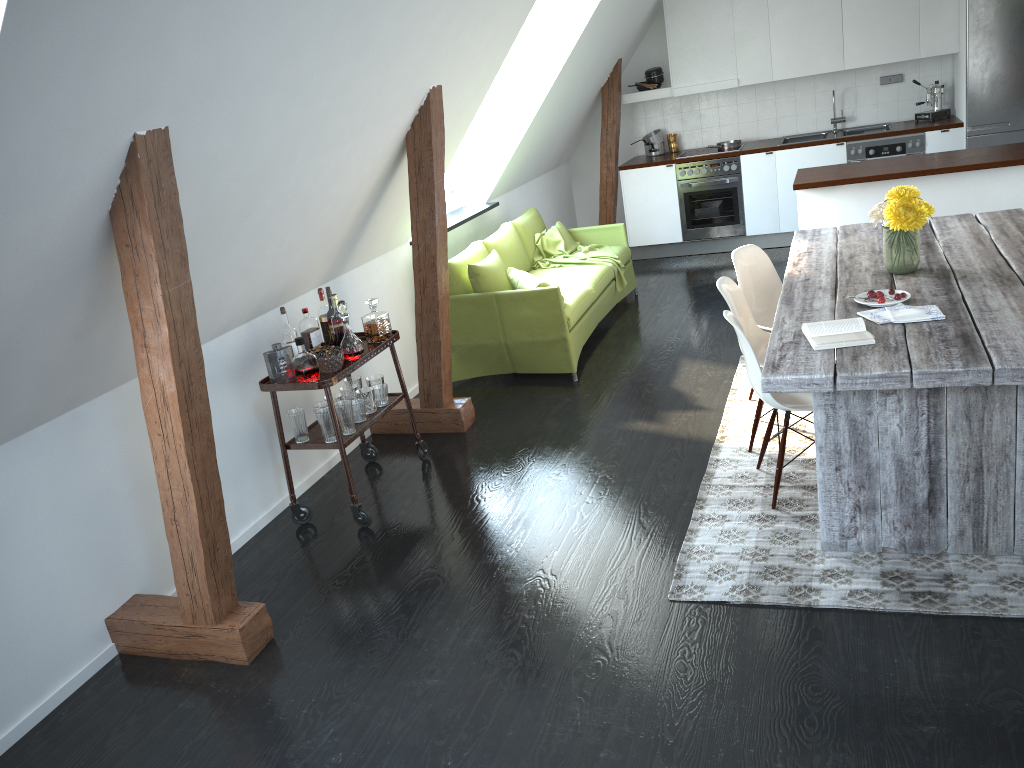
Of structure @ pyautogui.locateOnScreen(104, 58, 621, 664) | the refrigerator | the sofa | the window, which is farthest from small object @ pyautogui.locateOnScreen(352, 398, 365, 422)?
the refrigerator

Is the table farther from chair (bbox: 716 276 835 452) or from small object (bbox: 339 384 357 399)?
small object (bbox: 339 384 357 399)

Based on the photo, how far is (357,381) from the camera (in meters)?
4.57

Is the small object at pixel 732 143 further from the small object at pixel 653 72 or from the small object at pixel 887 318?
the small object at pixel 887 318

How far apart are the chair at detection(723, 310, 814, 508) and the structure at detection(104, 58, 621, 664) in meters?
1.7 m

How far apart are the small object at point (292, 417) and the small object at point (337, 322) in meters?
0.4

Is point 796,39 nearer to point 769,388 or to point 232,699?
point 769,388

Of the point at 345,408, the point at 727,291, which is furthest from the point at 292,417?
the point at 727,291

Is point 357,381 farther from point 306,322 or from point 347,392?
point 306,322

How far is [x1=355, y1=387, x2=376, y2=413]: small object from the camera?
4.34m
